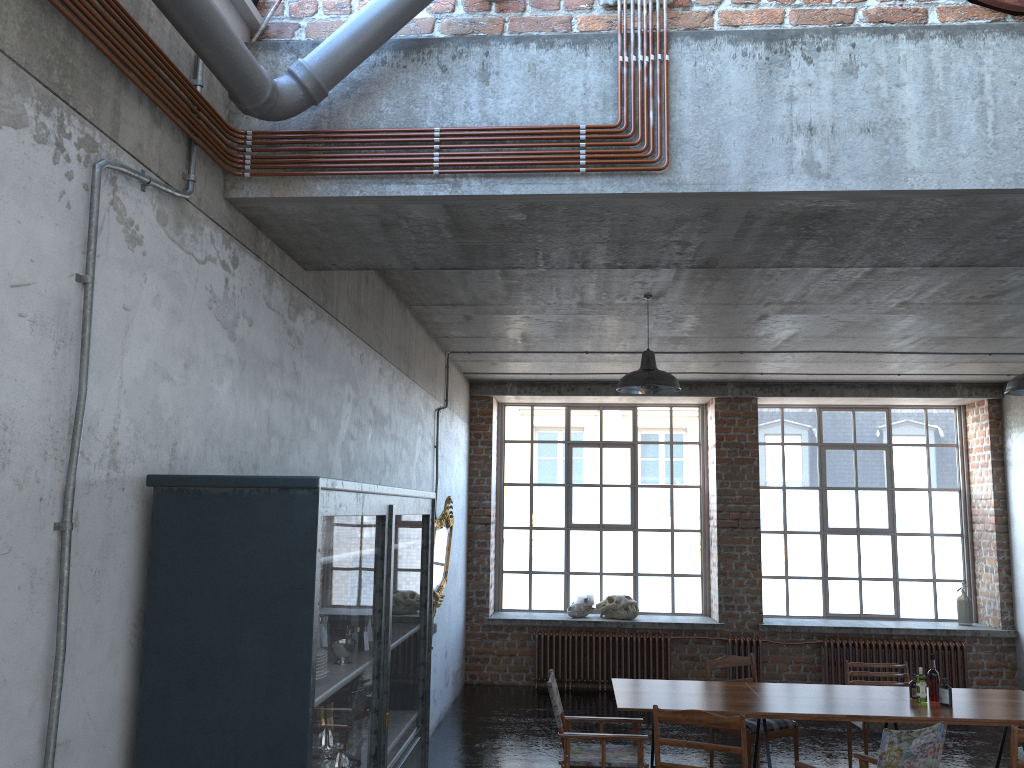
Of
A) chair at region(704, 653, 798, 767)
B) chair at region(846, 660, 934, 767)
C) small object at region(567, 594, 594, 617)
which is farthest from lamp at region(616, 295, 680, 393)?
small object at region(567, 594, 594, 617)

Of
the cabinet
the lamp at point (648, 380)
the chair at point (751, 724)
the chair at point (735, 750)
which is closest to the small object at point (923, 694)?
the chair at point (751, 724)

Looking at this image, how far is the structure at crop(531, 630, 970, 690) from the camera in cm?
1075

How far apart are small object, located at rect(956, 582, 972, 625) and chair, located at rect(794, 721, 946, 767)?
6.6 meters

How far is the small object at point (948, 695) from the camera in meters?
6.2

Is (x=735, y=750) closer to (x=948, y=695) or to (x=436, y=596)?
Answer: (x=948, y=695)

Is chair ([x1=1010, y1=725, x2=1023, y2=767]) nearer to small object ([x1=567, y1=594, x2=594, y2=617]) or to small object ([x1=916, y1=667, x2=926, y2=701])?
small object ([x1=916, y1=667, x2=926, y2=701])

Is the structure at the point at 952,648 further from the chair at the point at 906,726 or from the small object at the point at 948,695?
the small object at the point at 948,695

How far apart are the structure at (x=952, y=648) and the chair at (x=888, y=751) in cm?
529

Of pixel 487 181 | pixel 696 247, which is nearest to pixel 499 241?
pixel 487 181
